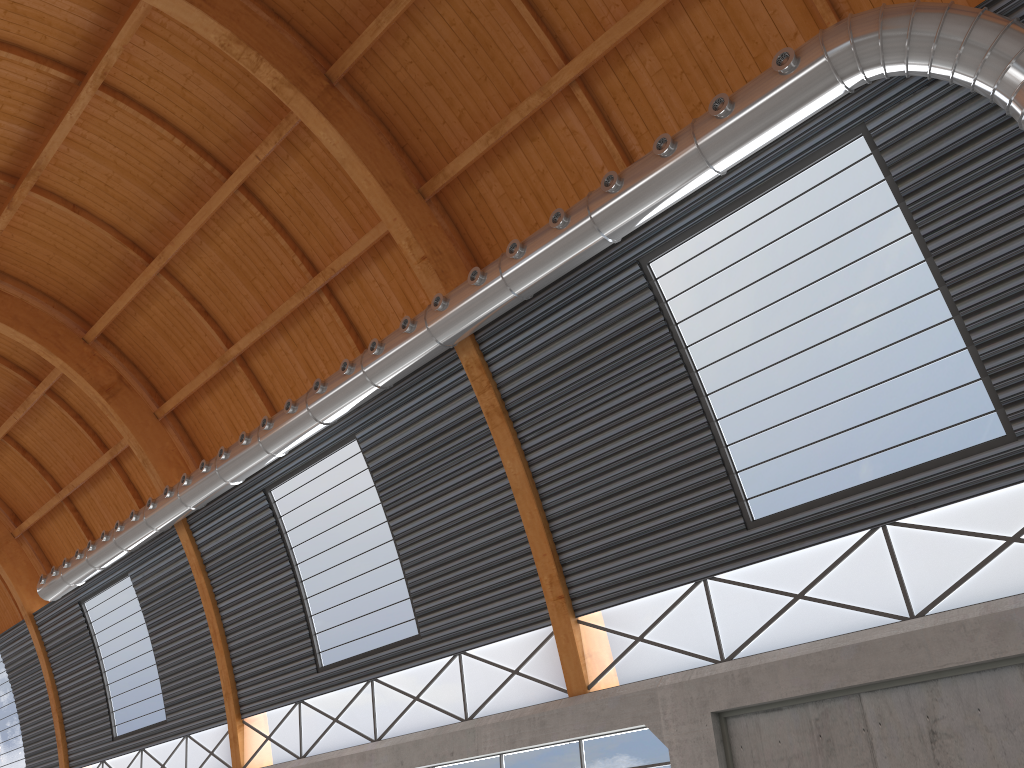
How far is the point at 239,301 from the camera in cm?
3082
